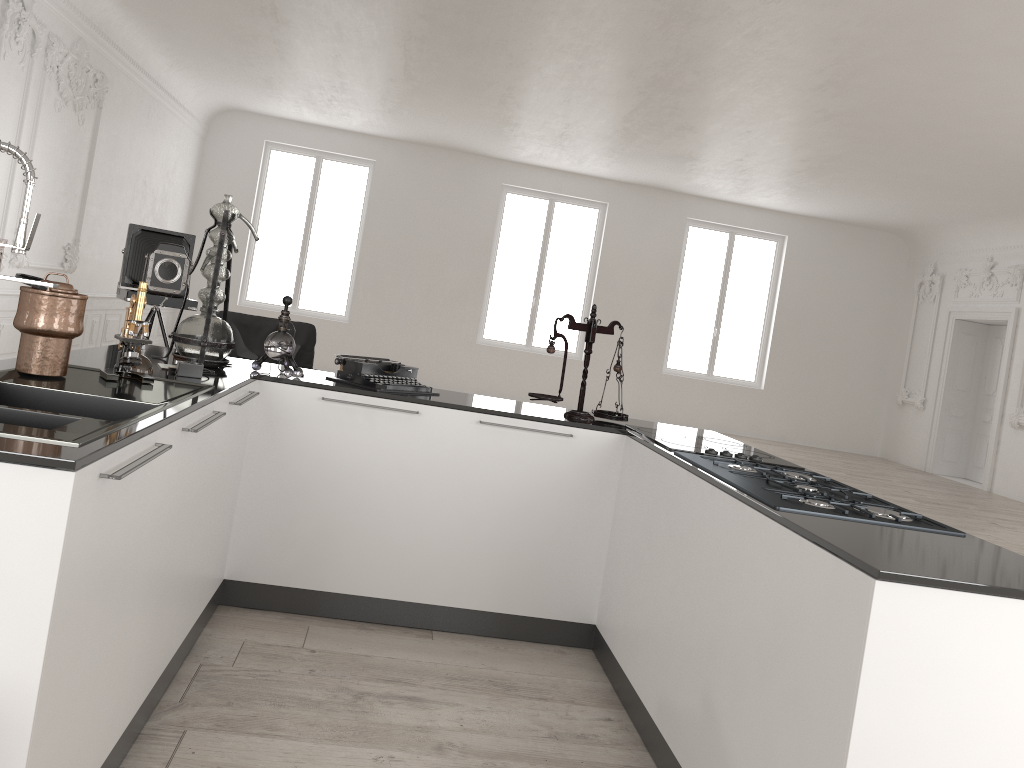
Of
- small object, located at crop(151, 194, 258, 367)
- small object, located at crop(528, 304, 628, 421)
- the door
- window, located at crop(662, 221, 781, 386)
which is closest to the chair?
small object, located at crop(151, 194, 258, 367)

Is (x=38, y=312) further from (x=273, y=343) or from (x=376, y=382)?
(x=376, y=382)

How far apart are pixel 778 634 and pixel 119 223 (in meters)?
10.08

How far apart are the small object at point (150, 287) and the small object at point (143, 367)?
4.01m

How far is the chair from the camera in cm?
701

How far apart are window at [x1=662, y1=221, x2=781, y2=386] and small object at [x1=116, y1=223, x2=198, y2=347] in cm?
951

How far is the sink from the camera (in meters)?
1.78

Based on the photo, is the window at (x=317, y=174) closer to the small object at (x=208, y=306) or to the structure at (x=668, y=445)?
the small object at (x=208, y=306)

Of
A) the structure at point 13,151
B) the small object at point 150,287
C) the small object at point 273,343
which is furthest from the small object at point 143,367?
the small object at point 150,287

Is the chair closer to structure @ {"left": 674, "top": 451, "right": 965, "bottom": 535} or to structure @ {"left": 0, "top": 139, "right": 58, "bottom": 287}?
structure @ {"left": 674, "top": 451, "right": 965, "bottom": 535}
